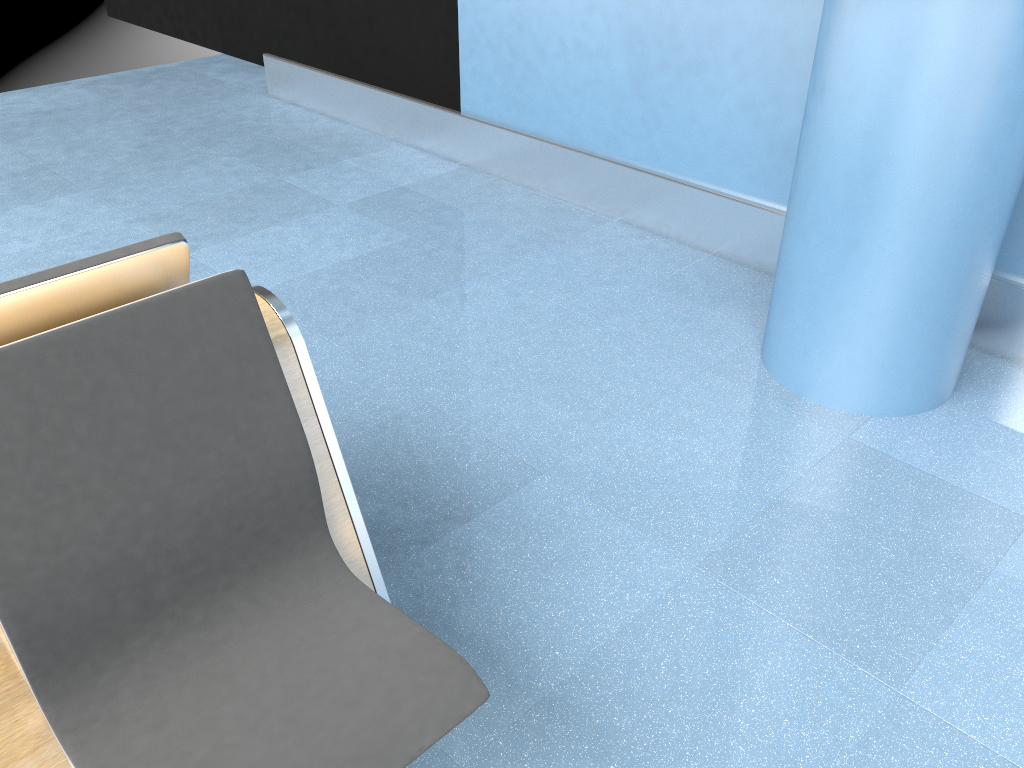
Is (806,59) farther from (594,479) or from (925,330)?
(594,479)

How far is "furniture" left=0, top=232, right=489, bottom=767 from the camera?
1.2m

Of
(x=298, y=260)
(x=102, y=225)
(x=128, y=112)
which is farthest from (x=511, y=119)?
(x=128, y=112)

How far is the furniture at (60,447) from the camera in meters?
1.2

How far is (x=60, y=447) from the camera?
1.21m

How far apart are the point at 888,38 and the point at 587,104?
1.79m
